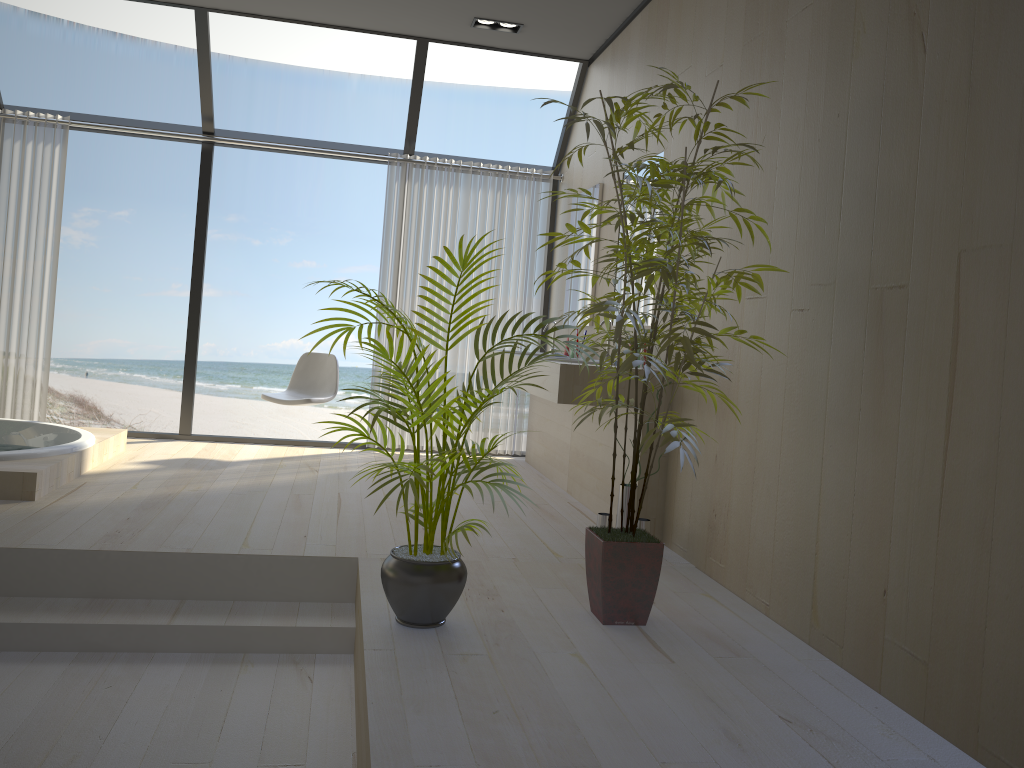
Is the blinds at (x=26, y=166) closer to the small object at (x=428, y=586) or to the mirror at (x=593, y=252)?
the mirror at (x=593, y=252)

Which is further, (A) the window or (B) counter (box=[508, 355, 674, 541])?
(A) the window

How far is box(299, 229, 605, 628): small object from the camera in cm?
256

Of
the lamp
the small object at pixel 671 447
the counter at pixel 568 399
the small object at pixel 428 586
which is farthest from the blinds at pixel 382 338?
Answer: the small object at pixel 428 586

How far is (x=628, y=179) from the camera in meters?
4.8

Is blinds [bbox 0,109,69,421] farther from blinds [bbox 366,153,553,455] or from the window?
blinds [bbox 366,153,553,455]

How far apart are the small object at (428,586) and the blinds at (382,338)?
3.3 meters

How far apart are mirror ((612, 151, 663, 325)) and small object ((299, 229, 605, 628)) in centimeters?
215cm

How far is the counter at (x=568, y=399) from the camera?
3.90m

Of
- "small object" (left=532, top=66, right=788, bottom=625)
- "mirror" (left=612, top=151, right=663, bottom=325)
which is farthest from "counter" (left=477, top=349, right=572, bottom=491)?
"small object" (left=532, top=66, right=788, bottom=625)
